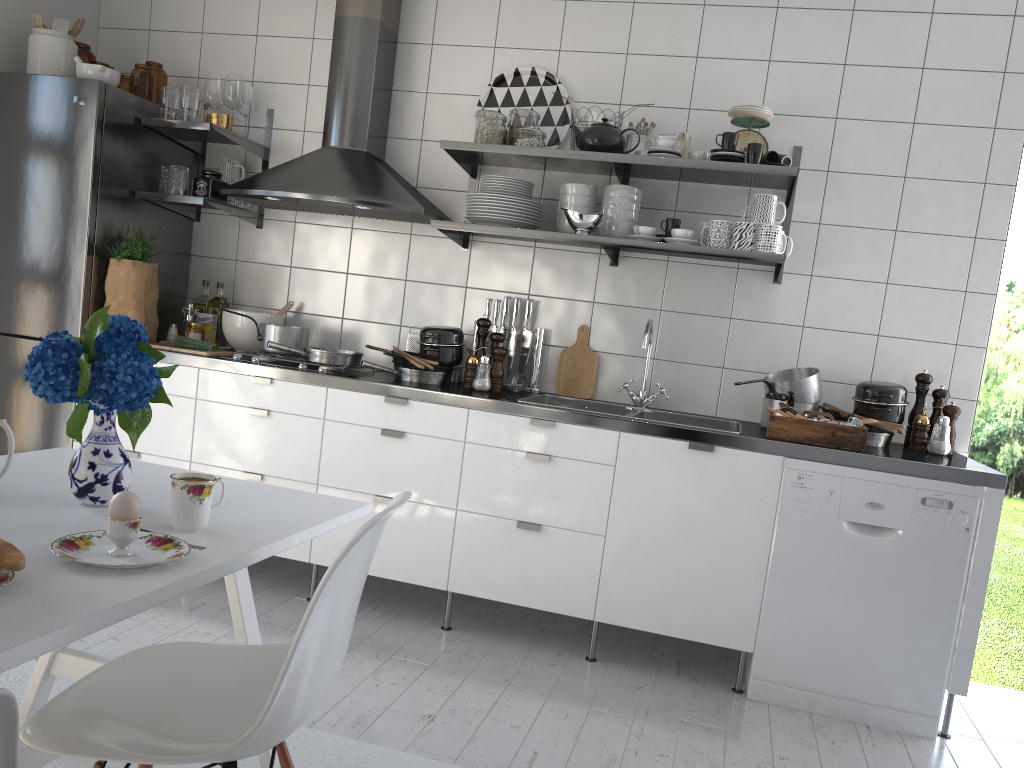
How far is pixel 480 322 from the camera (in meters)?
3.39

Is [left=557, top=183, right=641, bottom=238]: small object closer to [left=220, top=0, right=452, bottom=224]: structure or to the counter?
[left=220, top=0, right=452, bottom=224]: structure

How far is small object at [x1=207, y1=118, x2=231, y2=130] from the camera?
3.6 meters

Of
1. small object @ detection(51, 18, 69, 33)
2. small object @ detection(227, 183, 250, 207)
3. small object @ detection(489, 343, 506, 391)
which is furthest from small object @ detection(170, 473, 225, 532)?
small object @ detection(51, 18, 69, 33)

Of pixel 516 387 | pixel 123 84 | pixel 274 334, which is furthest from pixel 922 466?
pixel 123 84

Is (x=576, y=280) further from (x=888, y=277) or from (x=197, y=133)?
(x=197, y=133)

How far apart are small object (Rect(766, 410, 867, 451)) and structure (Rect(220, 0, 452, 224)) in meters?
1.5 m

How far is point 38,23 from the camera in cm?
350

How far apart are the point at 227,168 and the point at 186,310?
0.6 meters

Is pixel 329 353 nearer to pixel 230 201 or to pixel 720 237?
pixel 230 201
